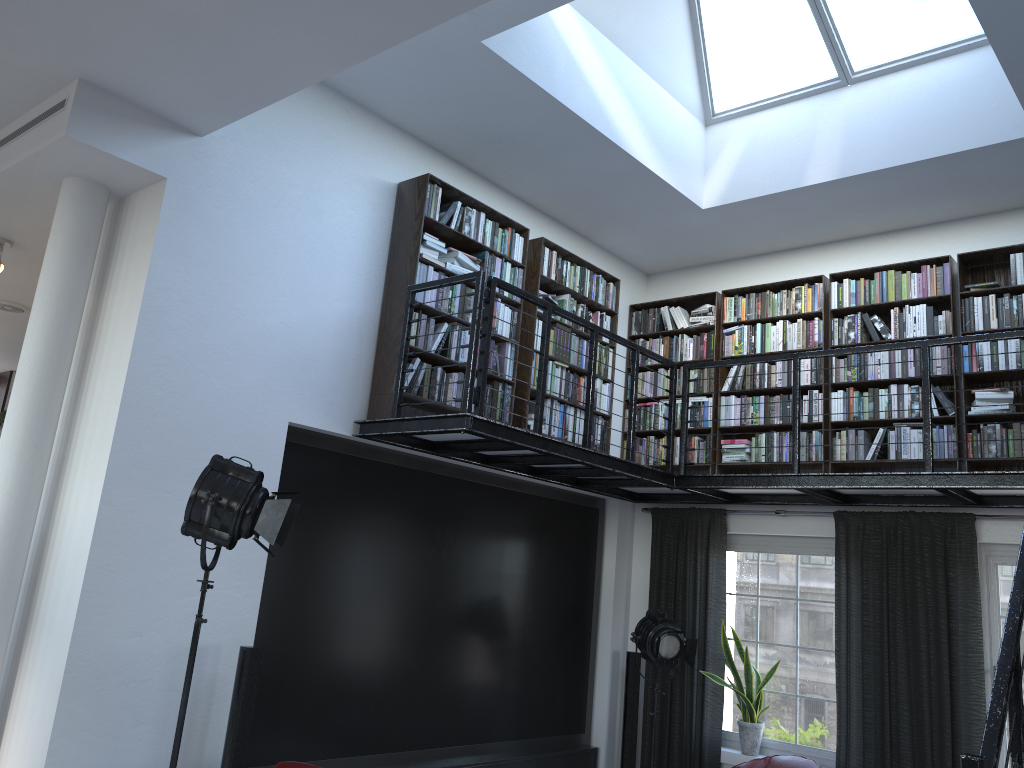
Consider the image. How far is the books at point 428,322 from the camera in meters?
5.6 m

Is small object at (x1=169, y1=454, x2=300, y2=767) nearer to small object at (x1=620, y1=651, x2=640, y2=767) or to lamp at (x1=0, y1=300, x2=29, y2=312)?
small object at (x1=620, y1=651, x2=640, y2=767)

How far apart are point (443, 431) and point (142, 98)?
2.3m

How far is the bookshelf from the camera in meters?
5.5 m

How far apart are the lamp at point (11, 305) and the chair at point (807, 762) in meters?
6.8 m

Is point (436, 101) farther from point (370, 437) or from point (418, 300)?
point (370, 437)

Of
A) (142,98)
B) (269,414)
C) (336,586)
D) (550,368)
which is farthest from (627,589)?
(142,98)

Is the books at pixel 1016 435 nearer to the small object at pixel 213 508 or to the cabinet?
the small object at pixel 213 508

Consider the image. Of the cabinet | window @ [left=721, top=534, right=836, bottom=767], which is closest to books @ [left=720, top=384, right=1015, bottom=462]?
window @ [left=721, top=534, right=836, bottom=767]

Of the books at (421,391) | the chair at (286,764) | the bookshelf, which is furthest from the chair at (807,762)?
the chair at (286,764)
